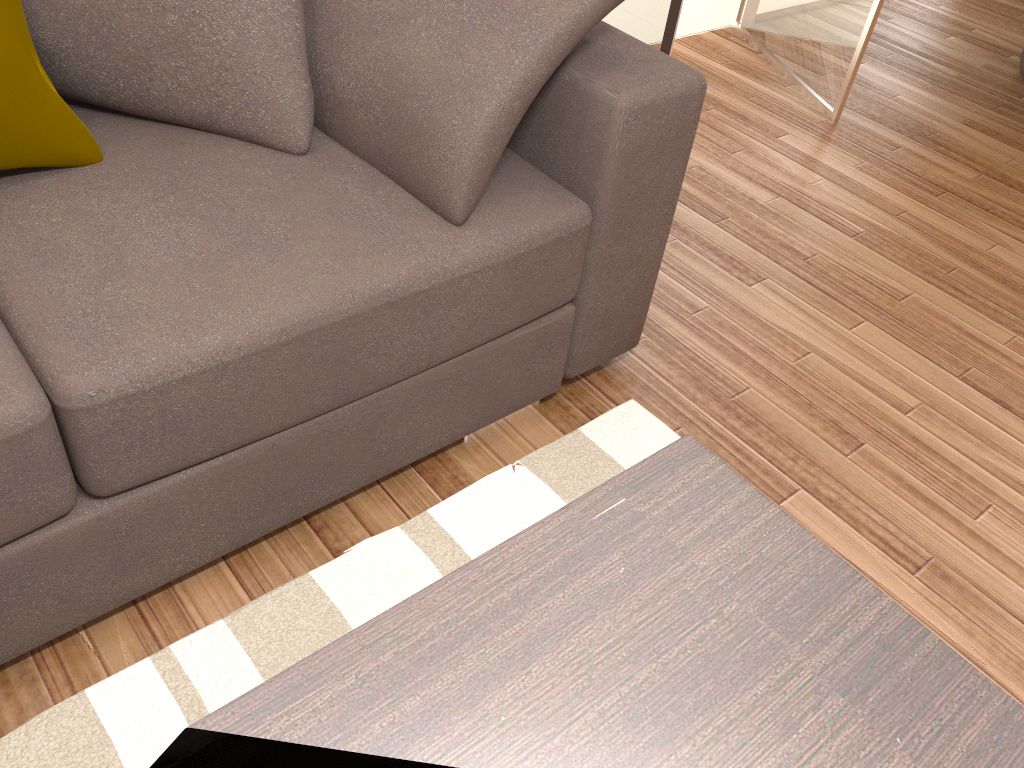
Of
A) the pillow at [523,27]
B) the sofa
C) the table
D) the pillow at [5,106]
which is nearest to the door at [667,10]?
the sofa

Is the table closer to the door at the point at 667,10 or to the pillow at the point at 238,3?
the pillow at the point at 238,3

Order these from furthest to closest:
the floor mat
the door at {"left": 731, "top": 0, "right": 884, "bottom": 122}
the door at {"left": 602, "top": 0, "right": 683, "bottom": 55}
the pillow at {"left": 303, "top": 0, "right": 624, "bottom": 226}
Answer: the door at {"left": 731, "top": 0, "right": 884, "bottom": 122}
the door at {"left": 602, "top": 0, "right": 683, "bottom": 55}
the pillow at {"left": 303, "top": 0, "right": 624, "bottom": 226}
the floor mat

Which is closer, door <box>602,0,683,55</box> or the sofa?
the sofa

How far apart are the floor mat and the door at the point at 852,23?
2.0 meters

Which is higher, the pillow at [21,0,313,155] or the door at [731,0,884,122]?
the pillow at [21,0,313,155]

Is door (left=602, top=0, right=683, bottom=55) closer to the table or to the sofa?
the sofa

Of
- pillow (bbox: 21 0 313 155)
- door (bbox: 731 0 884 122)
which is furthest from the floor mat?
door (bbox: 731 0 884 122)

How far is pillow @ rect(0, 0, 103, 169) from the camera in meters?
1.4 m

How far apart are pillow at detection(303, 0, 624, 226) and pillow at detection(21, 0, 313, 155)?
0.0m
